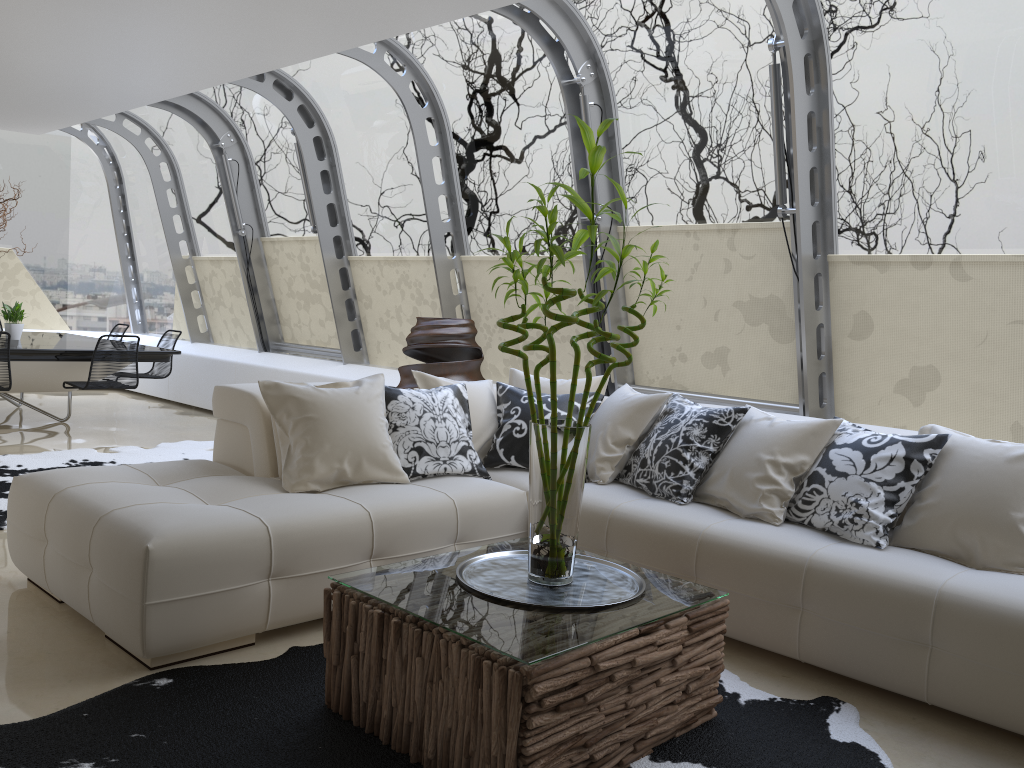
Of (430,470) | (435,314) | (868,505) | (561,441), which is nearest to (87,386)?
(435,314)

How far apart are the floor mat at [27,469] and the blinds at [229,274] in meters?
2.5

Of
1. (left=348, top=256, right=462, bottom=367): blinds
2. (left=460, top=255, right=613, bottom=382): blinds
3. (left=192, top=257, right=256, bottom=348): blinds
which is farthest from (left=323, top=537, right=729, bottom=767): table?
(left=192, top=257, right=256, bottom=348): blinds

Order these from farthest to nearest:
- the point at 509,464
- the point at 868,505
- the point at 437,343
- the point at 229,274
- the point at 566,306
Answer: the point at 229,274 < the point at 566,306 < the point at 437,343 < the point at 509,464 < the point at 868,505

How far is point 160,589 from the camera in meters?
2.9 m

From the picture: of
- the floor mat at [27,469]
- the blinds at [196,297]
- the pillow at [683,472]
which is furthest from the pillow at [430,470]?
the blinds at [196,297]

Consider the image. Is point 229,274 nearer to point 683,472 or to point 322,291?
point 322,291

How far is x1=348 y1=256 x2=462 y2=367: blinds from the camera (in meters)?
7.59

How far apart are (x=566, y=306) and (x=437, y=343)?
1.1m

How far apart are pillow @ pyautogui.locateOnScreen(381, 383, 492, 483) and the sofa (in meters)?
0.03
